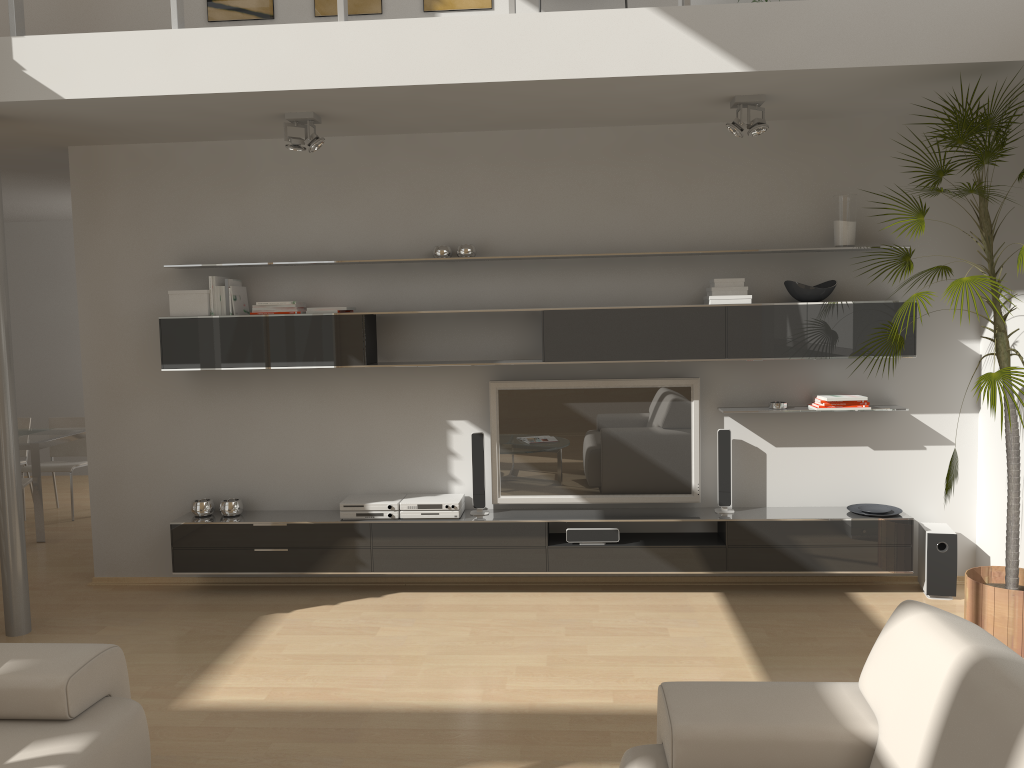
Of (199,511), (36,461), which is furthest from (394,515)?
(36,461)

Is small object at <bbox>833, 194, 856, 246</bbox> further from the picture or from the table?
the table

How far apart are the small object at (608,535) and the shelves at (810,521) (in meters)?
0.04

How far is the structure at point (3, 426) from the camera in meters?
4.6 m

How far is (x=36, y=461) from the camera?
6.60m

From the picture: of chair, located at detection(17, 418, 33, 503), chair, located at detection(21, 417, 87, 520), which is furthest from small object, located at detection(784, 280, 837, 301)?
chair, located at detection(17, 418, 33, 503)

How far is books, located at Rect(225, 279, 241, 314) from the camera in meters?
5.1

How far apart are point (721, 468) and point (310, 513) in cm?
245

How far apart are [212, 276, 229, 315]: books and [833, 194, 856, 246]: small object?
3.54m

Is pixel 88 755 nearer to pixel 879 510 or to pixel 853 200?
pixel 879 510
